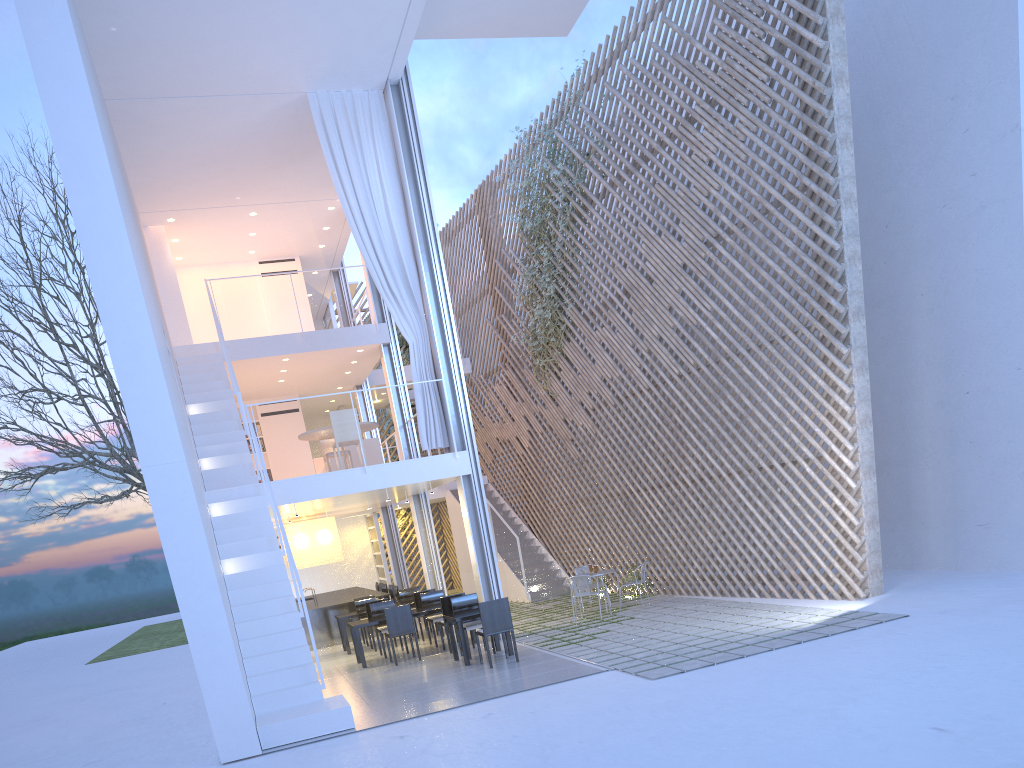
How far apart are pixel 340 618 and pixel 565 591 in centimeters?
258cm

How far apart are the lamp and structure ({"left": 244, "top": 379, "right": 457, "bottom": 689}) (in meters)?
2.56

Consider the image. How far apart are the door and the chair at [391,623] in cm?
574

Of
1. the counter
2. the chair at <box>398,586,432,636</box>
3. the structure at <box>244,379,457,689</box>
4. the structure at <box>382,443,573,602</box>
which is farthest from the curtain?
the structure at <box>382,443,573,602</box>

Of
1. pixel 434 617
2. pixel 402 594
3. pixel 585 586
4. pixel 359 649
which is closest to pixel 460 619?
pixel 359 649

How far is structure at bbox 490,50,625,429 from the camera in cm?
823

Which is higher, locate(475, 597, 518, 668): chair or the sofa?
the sofa

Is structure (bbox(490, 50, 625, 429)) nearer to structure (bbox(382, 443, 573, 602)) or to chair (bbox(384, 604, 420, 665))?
structure (bbox(382, 443, 573, 602))

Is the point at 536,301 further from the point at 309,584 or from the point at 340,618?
the point at 309,584

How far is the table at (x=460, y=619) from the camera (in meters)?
5.15
